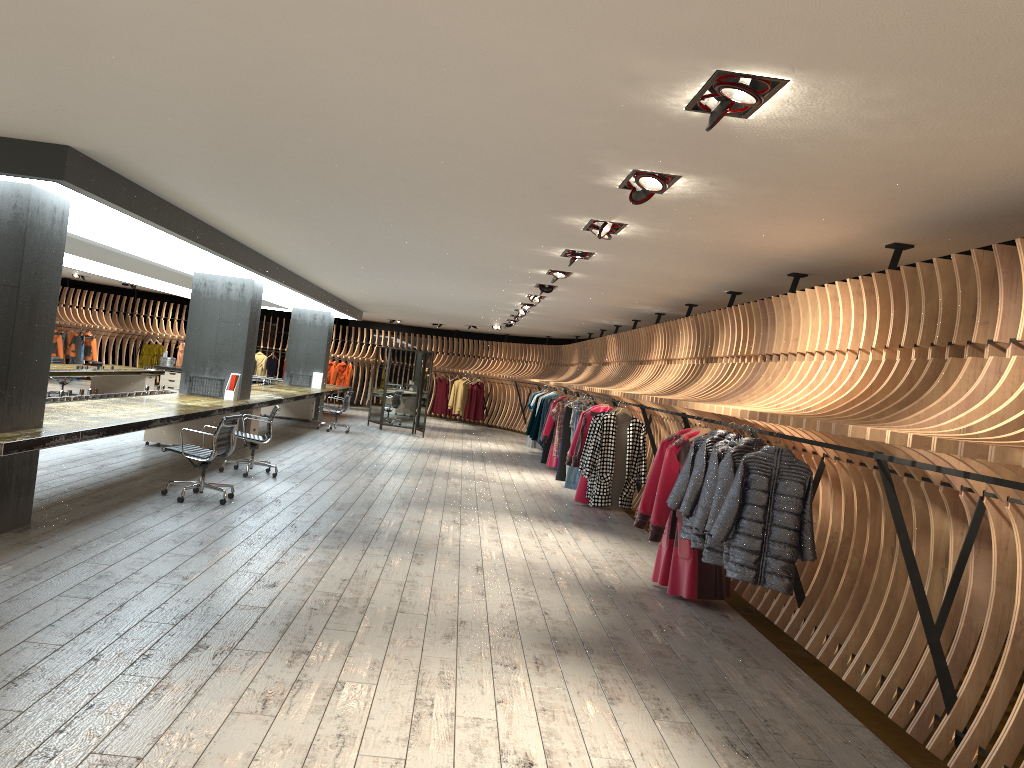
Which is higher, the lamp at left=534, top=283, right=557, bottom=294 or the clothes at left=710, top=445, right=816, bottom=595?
the lamp at left=534, top=283, right=557, bottom=294

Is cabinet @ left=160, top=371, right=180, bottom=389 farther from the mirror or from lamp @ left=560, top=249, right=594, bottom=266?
lamp @ left=560, top=249, right=594, bottom=266

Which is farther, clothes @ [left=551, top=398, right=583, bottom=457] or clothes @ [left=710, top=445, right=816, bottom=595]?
clothes @ [left=551, top=398, right=583, bottom=457]

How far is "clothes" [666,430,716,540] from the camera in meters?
6.6 m

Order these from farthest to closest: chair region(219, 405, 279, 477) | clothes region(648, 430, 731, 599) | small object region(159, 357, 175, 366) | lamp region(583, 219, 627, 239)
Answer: small object region(159, 357, 175, 366), chair region(219, 405, 279, 477), clothes region(648, 430, 731, 599), lamp region(583, 219, 627, 239)

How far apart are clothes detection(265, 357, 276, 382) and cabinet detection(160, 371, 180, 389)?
4.3 meters

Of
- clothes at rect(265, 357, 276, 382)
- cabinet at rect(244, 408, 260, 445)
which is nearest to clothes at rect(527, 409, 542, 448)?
cabinet at rect(244, 408, 260, 445)

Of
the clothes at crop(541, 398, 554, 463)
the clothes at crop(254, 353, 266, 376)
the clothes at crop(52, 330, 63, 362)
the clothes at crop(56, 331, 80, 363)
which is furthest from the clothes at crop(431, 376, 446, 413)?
the clothes at crop(52, 330, 63, 362)

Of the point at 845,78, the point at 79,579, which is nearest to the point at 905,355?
the point at 845,78

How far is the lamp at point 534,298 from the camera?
12.8 meters
